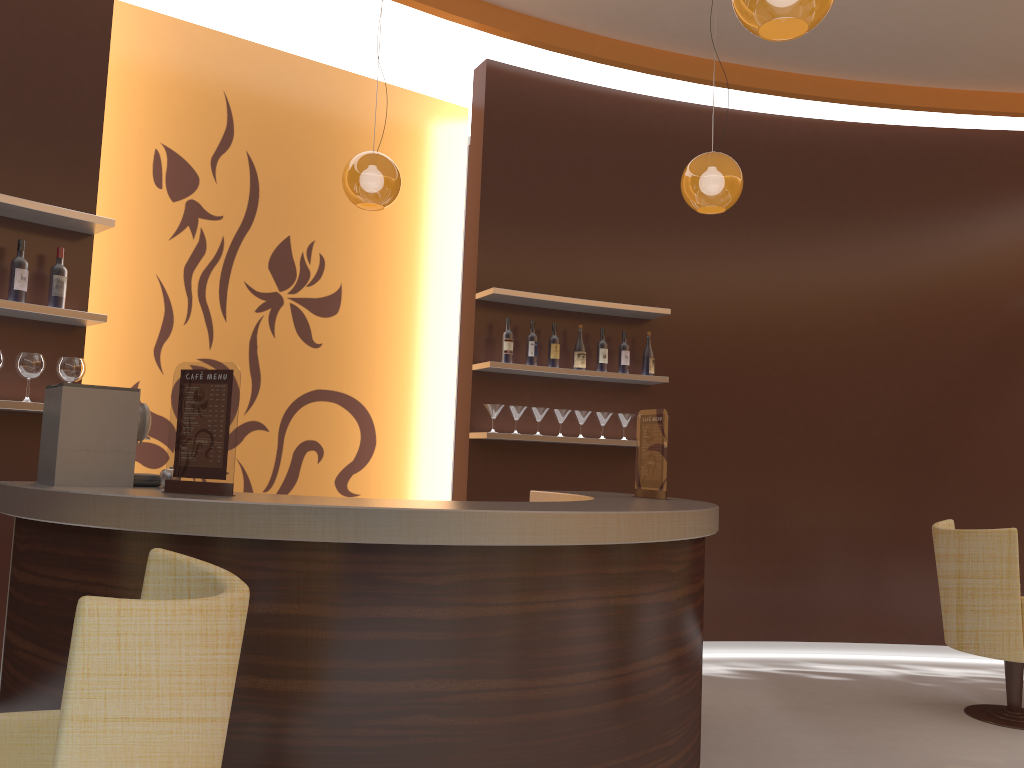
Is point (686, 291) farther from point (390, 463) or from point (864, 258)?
point (390, 463)

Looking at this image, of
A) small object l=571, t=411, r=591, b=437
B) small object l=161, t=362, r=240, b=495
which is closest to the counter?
small object l=161, t=362, r=240, b=495

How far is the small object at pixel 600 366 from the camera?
5.7 meters

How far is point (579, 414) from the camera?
5.61m

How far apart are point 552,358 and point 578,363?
0.19m

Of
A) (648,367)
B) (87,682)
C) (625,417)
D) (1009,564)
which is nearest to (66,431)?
(87,682)

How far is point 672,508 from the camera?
3.1 meters

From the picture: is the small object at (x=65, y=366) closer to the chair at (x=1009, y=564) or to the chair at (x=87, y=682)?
the chair at (x=87, y=682)

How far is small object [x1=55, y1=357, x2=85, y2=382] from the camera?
4.0m

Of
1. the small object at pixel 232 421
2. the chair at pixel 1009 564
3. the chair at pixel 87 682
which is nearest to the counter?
the small object at pixel 232 421
